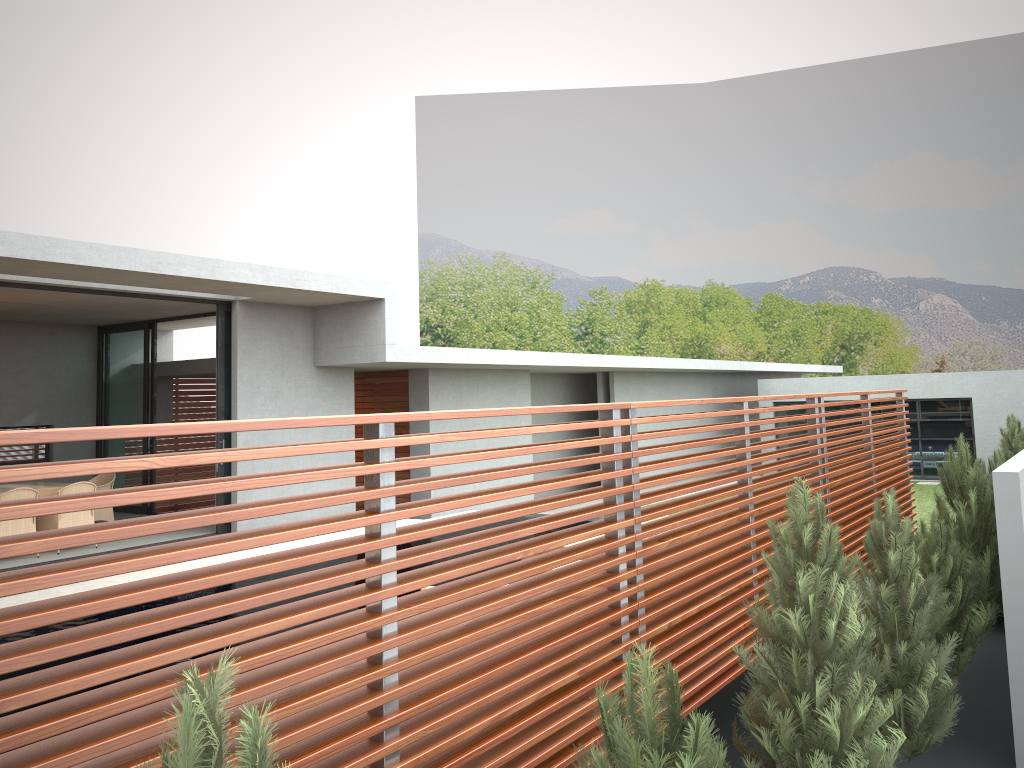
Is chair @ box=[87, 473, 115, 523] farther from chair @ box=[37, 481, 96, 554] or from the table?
chair @ box=[37, 481, 96, 554]

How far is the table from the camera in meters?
11.6 m

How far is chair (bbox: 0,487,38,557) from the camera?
10.55m

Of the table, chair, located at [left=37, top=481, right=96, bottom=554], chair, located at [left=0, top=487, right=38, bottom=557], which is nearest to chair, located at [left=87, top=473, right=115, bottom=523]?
the table

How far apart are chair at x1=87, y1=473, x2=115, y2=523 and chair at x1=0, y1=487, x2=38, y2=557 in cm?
181

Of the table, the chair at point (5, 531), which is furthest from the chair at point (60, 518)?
the table

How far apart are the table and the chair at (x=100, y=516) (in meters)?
0.70

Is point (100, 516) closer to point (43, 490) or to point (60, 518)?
point (43, 490)

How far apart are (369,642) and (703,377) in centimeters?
2405cm

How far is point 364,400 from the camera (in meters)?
17.10
